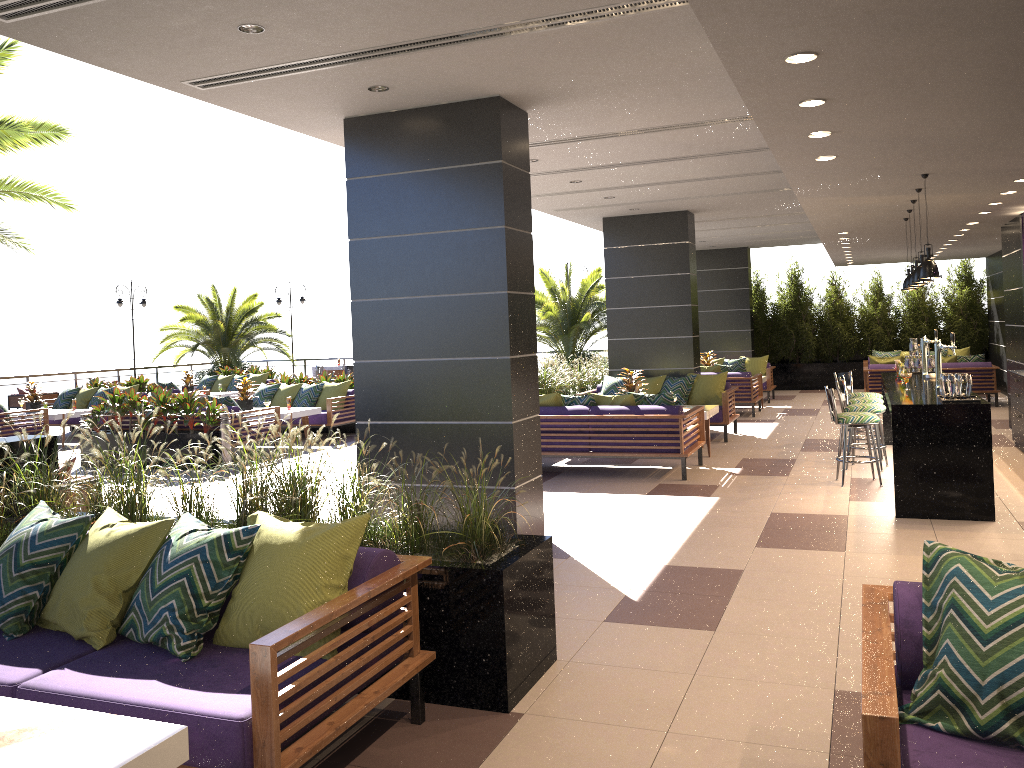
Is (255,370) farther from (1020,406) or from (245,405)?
(1020,406)

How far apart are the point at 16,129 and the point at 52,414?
6.0 meters

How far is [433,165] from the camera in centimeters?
644cm

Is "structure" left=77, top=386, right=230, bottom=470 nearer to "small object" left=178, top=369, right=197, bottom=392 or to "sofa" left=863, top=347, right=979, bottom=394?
"small object" left=178, top=369, right=197, bottom=392

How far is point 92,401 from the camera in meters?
16.1 m

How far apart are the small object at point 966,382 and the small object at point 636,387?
4.6m

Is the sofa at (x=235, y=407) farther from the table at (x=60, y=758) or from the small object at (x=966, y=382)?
the table at (x=60, y=758)

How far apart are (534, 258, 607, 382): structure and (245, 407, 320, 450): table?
6.68m

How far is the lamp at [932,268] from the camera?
7.21m

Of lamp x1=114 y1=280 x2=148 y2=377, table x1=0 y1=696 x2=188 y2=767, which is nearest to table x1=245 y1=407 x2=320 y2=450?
table x1=0 y1=696 x2=188 y2=767
